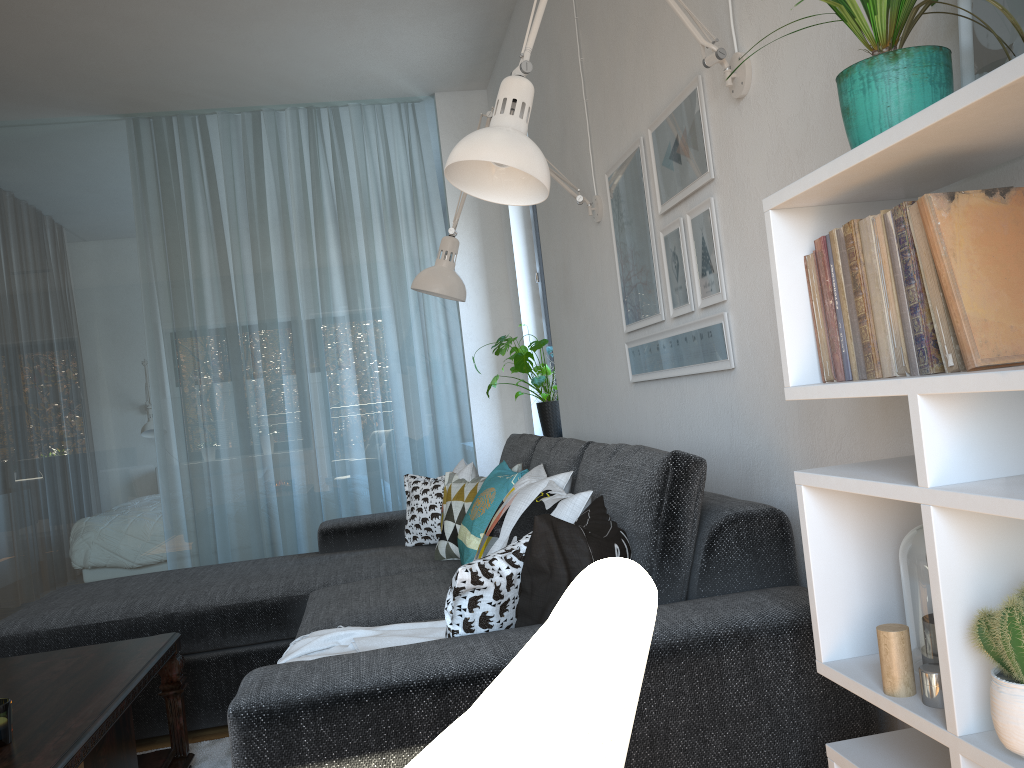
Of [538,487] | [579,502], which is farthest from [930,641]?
[538,487]

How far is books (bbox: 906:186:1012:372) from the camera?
0.99m

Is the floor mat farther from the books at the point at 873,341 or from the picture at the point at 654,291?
the books at the point at 873,341

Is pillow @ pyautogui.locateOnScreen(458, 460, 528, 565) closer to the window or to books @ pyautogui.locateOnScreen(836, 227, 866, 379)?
books @ pyautogui.locateOnScreen(836, 227, 866, 379)

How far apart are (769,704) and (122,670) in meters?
1.6 m

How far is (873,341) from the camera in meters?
1.1

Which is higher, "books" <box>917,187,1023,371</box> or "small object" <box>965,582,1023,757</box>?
"books" <box>917,187,1023,371</box>

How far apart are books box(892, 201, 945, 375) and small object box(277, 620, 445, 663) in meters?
1.2 m

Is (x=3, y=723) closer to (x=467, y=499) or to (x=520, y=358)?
(x=467, y=499)

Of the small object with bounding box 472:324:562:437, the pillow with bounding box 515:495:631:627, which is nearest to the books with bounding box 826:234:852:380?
the pillow with bounding box 515:495:631:627
